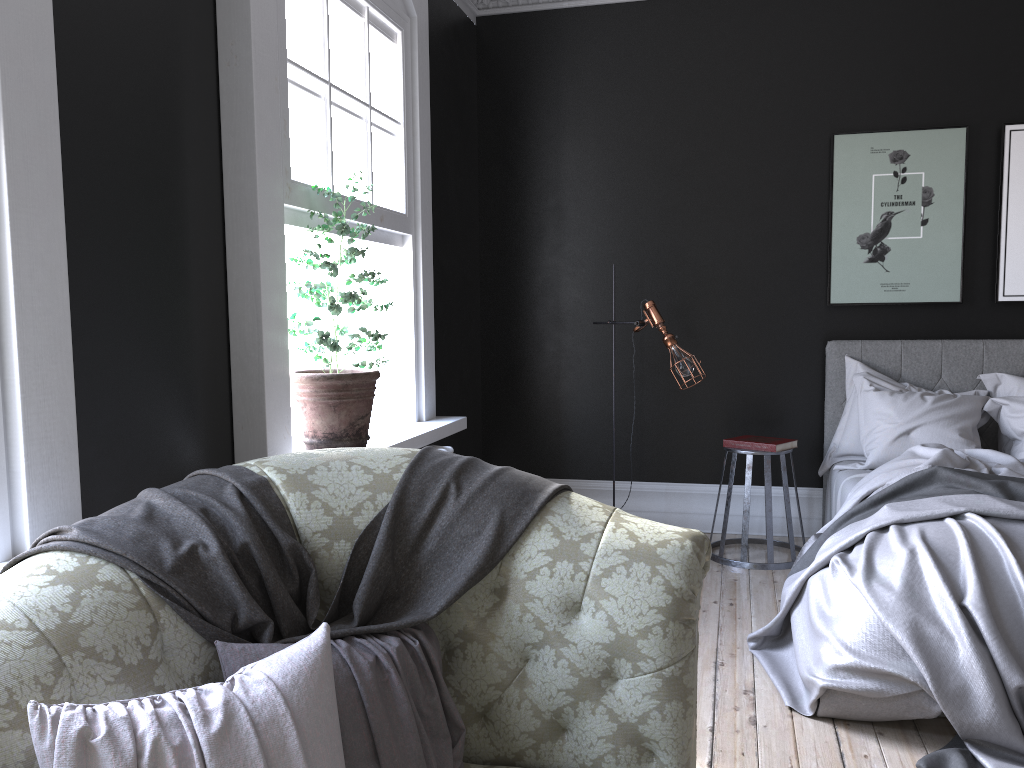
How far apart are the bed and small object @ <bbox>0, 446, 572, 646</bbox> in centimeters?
150cm

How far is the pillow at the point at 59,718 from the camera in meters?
1.3

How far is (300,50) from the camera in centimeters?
351cm

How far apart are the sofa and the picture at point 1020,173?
4.2 meters

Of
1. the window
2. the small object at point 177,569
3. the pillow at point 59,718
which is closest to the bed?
the small object at point 177,569

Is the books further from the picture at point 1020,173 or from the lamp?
the picture at point 1020,173

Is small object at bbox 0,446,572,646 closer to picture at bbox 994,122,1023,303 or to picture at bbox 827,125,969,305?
picture at bbox 827,125,969,305

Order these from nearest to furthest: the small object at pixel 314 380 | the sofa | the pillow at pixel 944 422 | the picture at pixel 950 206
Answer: the sofa → the small object at pixel 314 380 → the pillow at pixel 944 422 → the picture at pixel 950 206

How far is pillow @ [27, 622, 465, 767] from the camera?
1.3 meters

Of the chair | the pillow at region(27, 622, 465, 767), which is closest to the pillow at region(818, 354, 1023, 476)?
the chair
